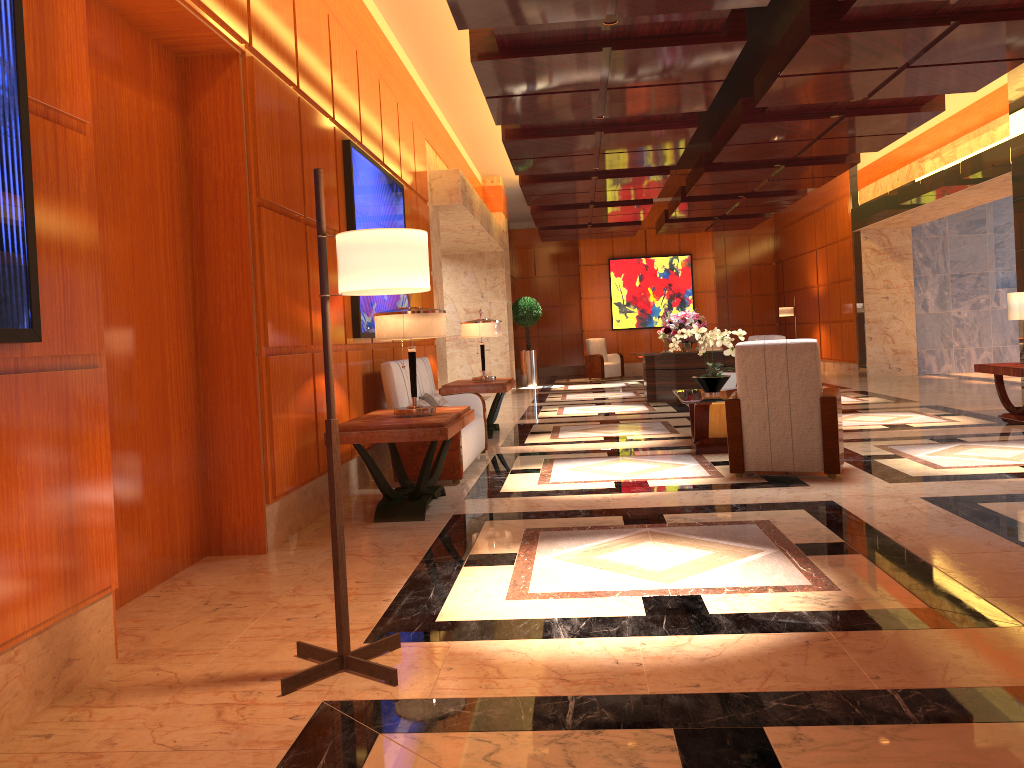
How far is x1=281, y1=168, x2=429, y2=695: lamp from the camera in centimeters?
276cm

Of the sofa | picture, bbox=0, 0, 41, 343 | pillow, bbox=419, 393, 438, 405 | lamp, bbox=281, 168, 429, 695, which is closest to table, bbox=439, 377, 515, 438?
the sofa

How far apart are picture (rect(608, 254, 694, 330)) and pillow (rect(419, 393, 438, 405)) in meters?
14.3 m

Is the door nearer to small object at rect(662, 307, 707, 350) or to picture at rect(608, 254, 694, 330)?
small object at rect(662, 307, 707, 350)

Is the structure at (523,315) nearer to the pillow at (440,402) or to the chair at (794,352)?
the pillow at (440,402)

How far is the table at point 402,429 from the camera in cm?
512

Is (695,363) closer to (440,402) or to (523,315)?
(440,402)

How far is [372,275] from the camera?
2.76m

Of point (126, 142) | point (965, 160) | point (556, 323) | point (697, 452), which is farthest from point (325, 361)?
point (556, 323)

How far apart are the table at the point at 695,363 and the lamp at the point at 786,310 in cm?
668
